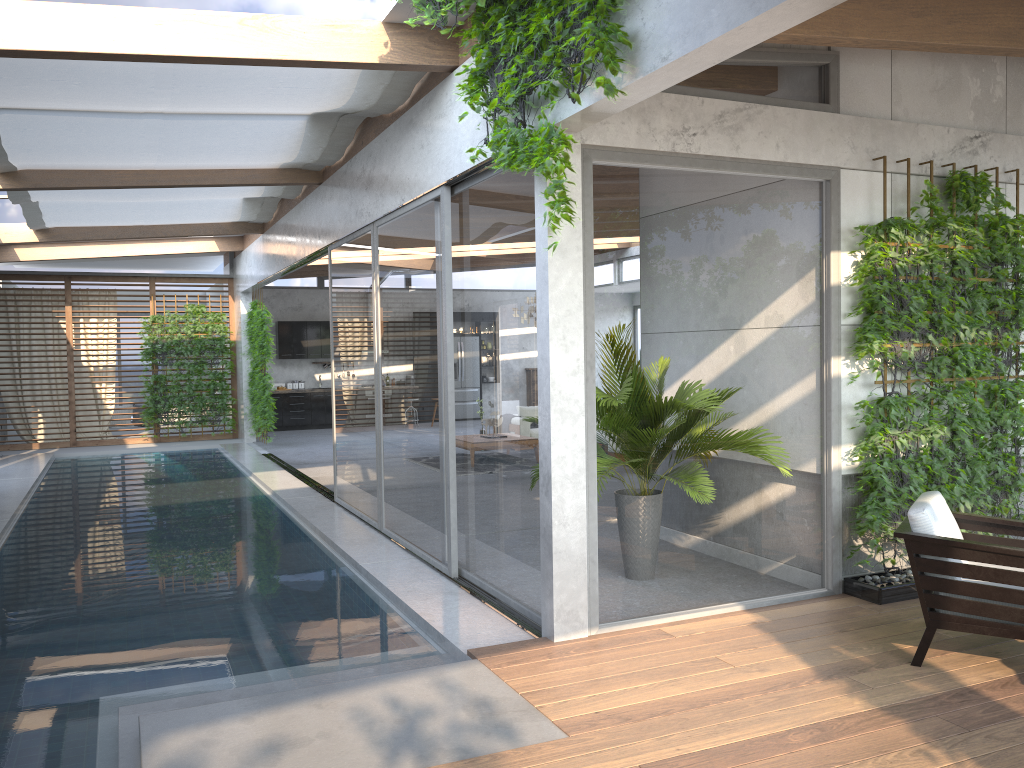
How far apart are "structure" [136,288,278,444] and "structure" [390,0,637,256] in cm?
1040

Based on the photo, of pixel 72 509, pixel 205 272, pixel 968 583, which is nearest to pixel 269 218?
pixel 205 272

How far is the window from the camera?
4.9 meters

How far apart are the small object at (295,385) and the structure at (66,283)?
2.1m

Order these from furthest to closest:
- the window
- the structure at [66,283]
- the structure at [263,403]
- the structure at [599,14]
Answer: the structure at [66,283]
the structure at [263,403]
the window
the structure at [599,14]

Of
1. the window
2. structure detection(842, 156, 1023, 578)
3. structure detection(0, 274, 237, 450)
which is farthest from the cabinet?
structure detection(842, 156, 1023, 578)

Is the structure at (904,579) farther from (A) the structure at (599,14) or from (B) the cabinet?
(B) the cabinet

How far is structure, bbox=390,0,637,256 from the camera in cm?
386

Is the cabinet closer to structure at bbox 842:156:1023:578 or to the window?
the window

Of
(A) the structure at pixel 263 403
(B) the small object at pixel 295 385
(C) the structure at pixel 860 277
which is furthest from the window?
(B) the small object at pixel 295 385
